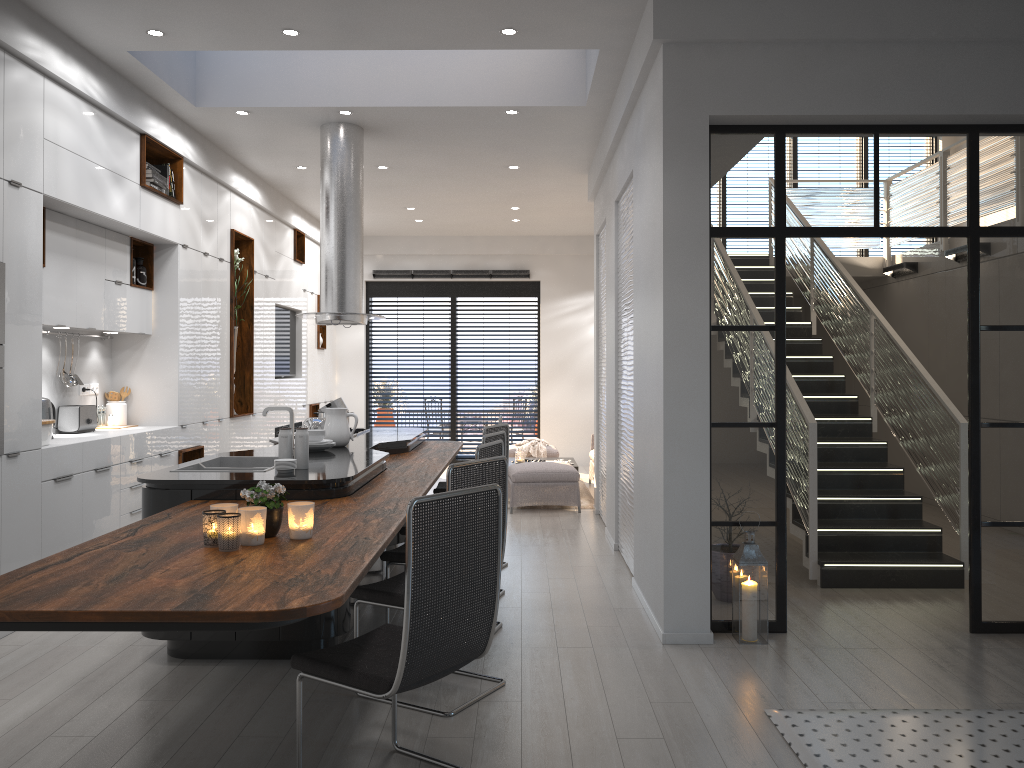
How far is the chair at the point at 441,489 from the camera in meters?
7.0

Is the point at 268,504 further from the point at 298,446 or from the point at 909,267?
the point at 909,267

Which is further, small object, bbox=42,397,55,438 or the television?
the television

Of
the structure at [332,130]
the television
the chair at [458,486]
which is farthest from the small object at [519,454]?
the chair at [458,486]

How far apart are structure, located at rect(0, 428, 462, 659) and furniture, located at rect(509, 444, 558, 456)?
3.7 meters

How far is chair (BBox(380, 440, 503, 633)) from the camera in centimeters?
453cm

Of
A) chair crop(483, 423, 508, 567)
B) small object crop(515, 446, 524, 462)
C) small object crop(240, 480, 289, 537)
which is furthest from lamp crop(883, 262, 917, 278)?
small object crop(240, 480, 289, 537)

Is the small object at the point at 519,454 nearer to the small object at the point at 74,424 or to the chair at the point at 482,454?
the small object at the point at 74,424

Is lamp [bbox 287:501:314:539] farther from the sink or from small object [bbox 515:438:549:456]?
small object [bbox 515:438:549:456]

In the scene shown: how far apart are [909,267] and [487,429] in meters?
5.8
